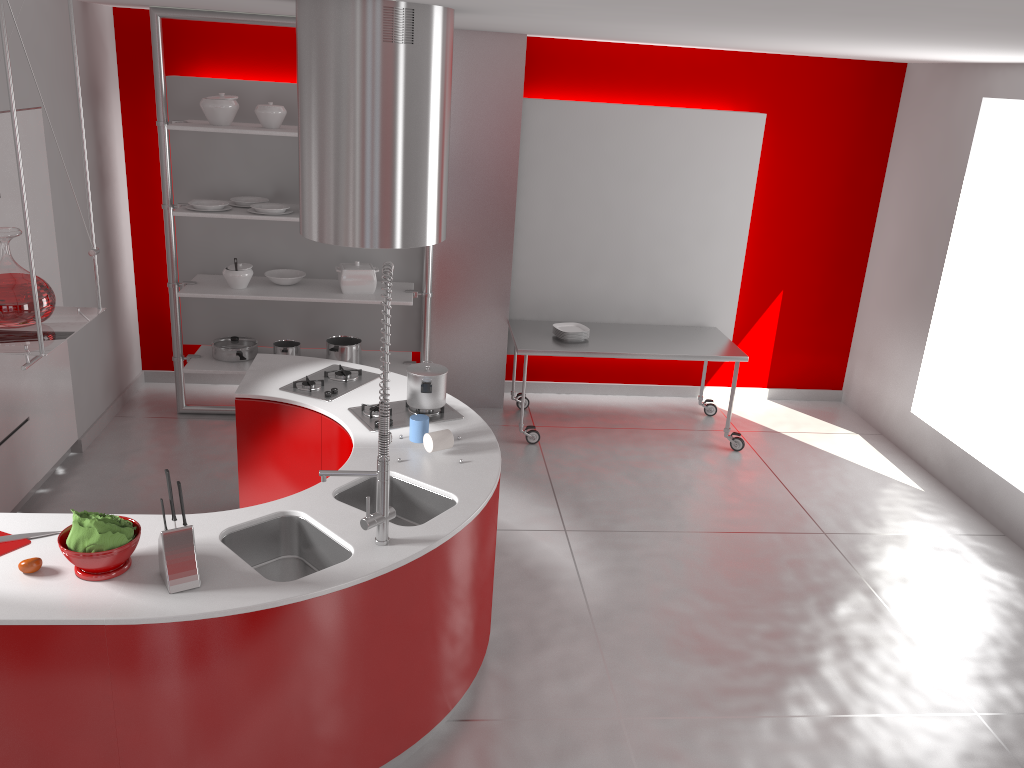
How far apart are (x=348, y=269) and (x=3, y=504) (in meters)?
2.41

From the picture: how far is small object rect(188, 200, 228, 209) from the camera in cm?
546

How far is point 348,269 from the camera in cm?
578

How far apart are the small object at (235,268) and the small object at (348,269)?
0.6m

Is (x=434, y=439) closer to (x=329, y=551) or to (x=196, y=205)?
(x=329, y=551)

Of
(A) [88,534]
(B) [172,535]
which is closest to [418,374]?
(B) [172,535]

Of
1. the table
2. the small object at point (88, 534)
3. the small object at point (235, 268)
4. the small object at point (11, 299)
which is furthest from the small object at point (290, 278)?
the small object at point (11, 299)

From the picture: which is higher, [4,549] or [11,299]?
[11,299]

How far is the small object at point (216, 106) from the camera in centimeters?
535cm

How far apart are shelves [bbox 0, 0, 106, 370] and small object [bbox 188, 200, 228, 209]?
3.0 meters
